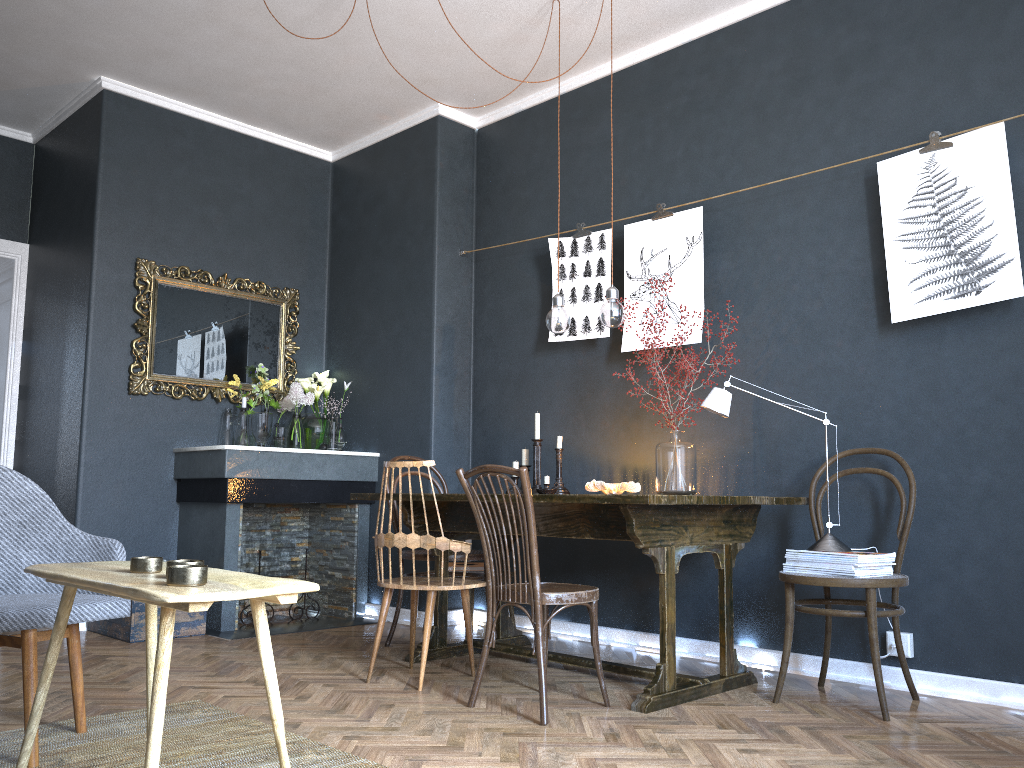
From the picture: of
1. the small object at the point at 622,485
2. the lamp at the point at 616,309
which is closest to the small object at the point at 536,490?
the small object at the point at 622,485

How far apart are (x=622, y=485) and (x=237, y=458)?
2.1 meters

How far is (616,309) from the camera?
3.7m

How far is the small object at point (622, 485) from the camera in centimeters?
394cm

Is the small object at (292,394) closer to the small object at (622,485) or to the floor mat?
the small object at (622,485)

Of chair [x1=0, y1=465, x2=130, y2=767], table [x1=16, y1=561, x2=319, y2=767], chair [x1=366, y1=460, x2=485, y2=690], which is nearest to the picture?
chair [x1=366, y1=460, x2=485, y2=690]

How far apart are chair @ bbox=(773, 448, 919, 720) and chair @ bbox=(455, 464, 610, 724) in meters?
0.6 m

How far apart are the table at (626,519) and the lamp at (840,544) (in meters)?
0.18

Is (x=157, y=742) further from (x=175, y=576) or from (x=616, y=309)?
(x=616, y=309)

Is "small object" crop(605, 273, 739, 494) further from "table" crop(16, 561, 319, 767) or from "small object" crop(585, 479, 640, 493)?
"table" crop(16, 561, 319, 767)
